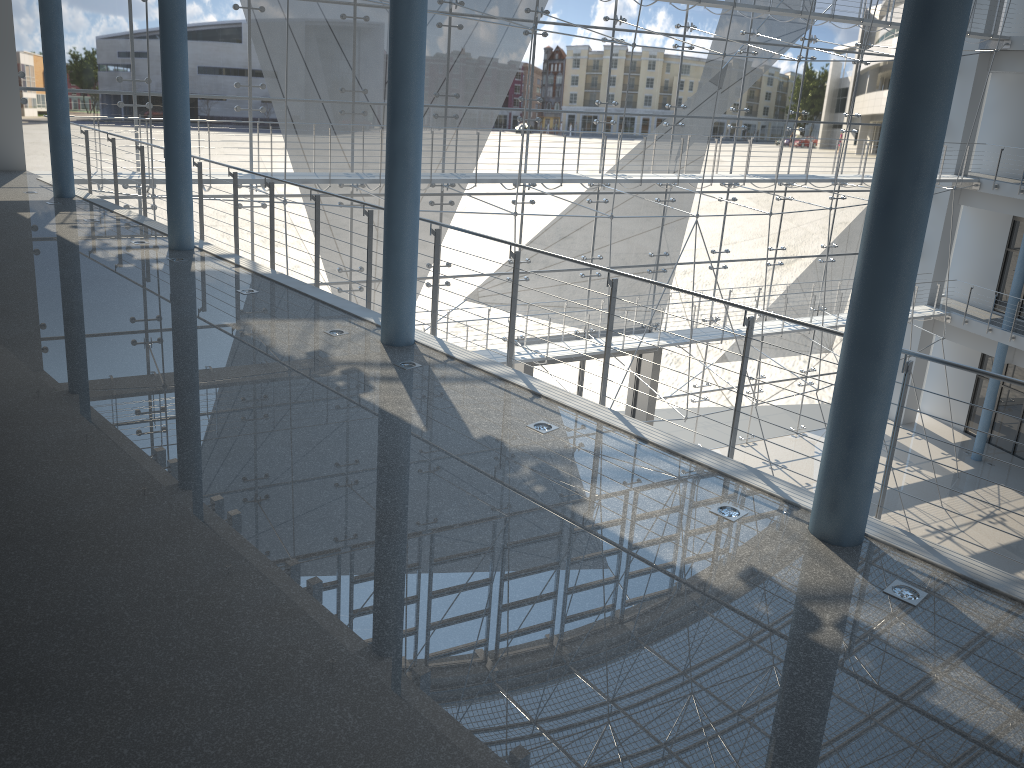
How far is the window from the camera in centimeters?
202cm

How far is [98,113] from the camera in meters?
2.0

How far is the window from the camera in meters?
2.0 m
